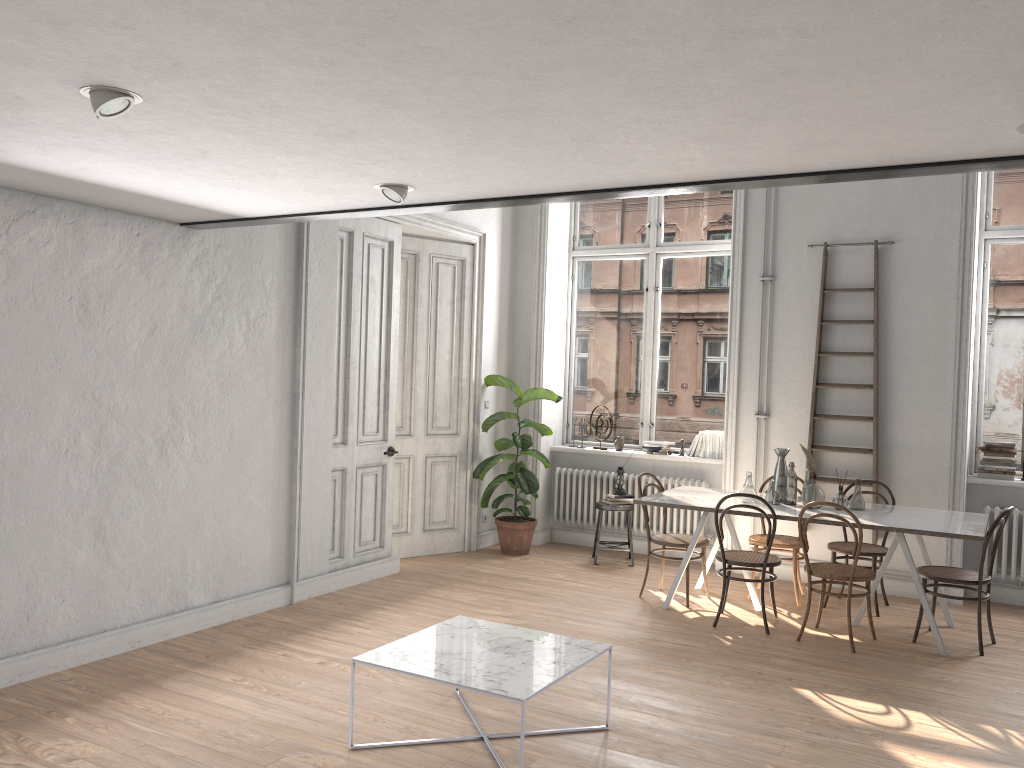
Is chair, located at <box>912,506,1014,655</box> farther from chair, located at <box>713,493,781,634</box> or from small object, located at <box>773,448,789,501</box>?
small object, located at <box>773,448,789,501</box>

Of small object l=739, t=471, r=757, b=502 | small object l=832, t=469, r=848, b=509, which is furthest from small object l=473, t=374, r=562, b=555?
small object l=832, t=469, r=848, b=509

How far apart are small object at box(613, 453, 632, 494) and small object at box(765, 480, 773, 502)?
1.74m

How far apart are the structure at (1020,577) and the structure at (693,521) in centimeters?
220cm

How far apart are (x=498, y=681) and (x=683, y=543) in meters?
3.2 m

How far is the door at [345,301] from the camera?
6.6 meters

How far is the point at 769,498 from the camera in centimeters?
635cm

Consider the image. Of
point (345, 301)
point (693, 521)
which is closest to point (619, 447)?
point (693, 521)

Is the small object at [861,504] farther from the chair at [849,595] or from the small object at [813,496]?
the chair at [849,595]

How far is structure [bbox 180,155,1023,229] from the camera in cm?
323
